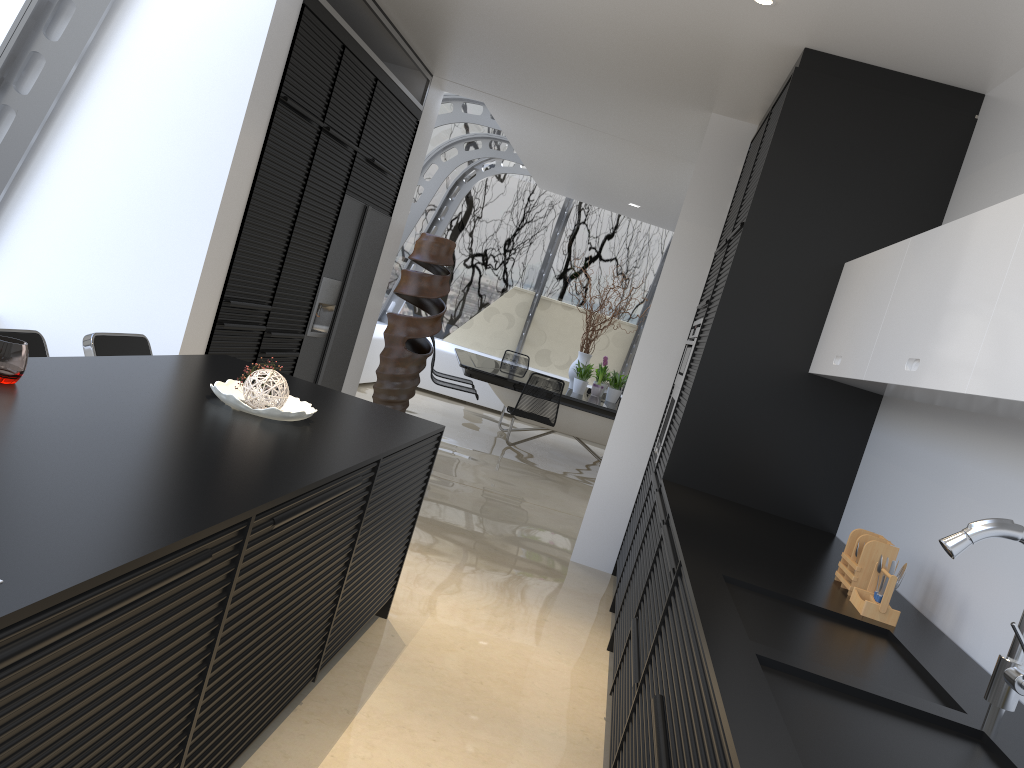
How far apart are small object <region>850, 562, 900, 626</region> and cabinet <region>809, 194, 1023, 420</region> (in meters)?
0.53

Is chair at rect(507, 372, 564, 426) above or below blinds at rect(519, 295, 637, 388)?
below

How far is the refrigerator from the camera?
5.9 meters

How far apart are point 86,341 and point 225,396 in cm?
97

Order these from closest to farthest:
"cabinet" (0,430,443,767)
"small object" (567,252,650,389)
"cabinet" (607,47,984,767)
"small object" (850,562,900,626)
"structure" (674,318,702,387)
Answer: "cabinet" (0,430,443,767)
"small object" (850,562,900,626)
"cabinet" (607,47,984,767)
"structure" (674,318,702,387)
"small object" (567,252,650,389)

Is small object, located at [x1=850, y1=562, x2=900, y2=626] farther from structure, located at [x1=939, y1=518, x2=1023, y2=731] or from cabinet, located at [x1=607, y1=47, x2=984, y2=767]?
structure, located at [x1=939, y1=518, x2=1023, y2=731]

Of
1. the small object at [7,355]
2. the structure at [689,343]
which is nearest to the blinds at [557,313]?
the structure at [689,343]

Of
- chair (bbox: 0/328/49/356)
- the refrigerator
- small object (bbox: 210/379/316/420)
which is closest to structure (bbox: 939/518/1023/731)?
small object (bbox: 210/379/316/420)

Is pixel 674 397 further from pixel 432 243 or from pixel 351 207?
pixel 432 243

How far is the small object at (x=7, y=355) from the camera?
2.1 meters
